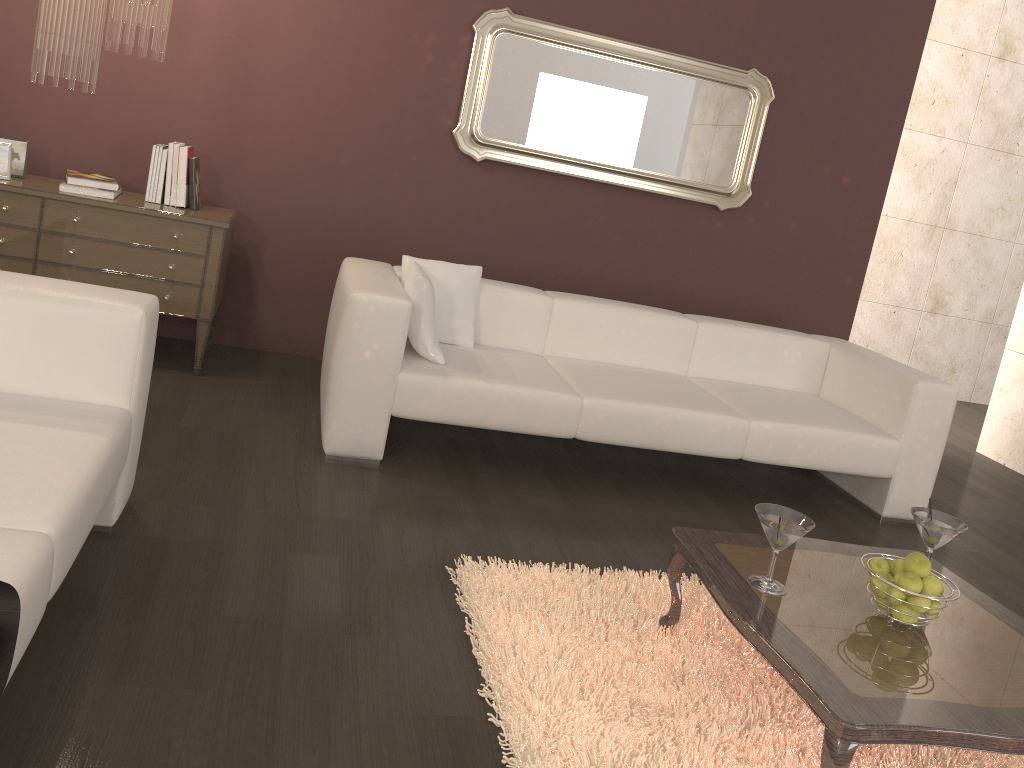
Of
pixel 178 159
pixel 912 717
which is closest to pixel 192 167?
pixel 178 159

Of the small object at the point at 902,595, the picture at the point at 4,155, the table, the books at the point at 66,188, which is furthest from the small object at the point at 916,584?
the picture at the point at 4,155

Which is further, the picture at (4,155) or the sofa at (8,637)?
the picture at (4,155)

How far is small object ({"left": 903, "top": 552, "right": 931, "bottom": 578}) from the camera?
2.2m

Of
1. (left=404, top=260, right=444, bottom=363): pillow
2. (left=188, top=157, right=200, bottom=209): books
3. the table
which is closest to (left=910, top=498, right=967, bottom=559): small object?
the table

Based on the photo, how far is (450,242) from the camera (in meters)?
4.75

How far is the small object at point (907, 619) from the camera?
2.2 meters

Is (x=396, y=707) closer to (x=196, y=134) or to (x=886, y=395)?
(x=886, y=395)

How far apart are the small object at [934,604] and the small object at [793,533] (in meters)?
0.35

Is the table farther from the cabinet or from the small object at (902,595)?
the cabinet
